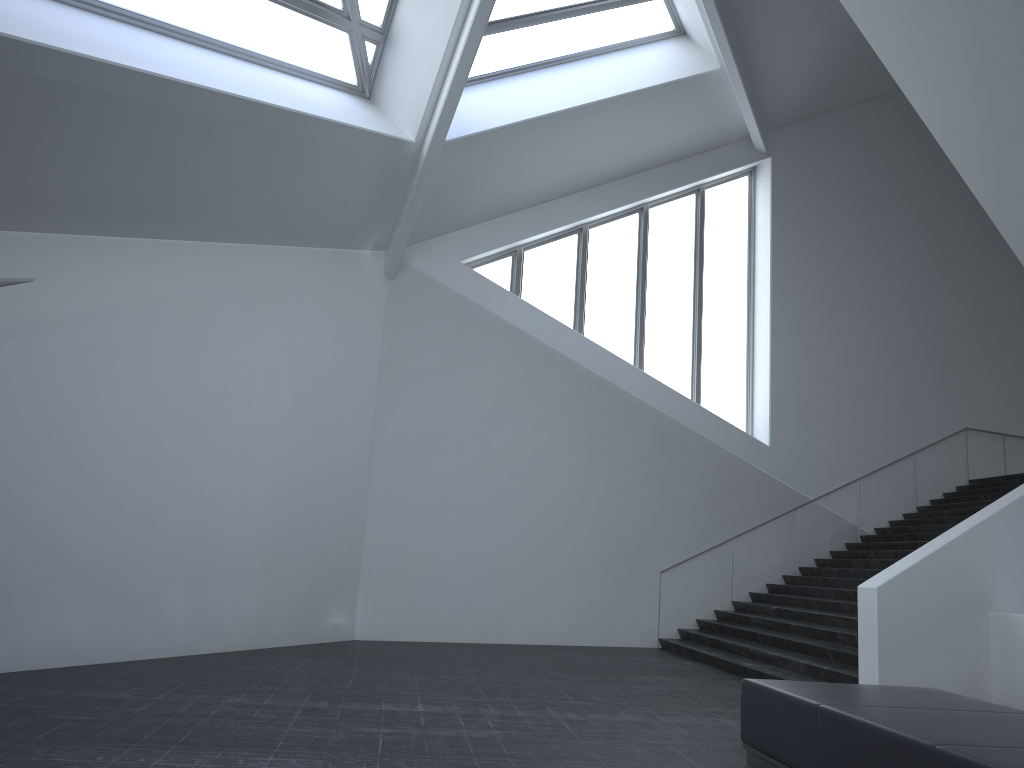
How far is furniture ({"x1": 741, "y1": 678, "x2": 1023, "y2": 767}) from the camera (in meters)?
4.22

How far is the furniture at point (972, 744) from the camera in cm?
422

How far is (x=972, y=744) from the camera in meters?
4.2
